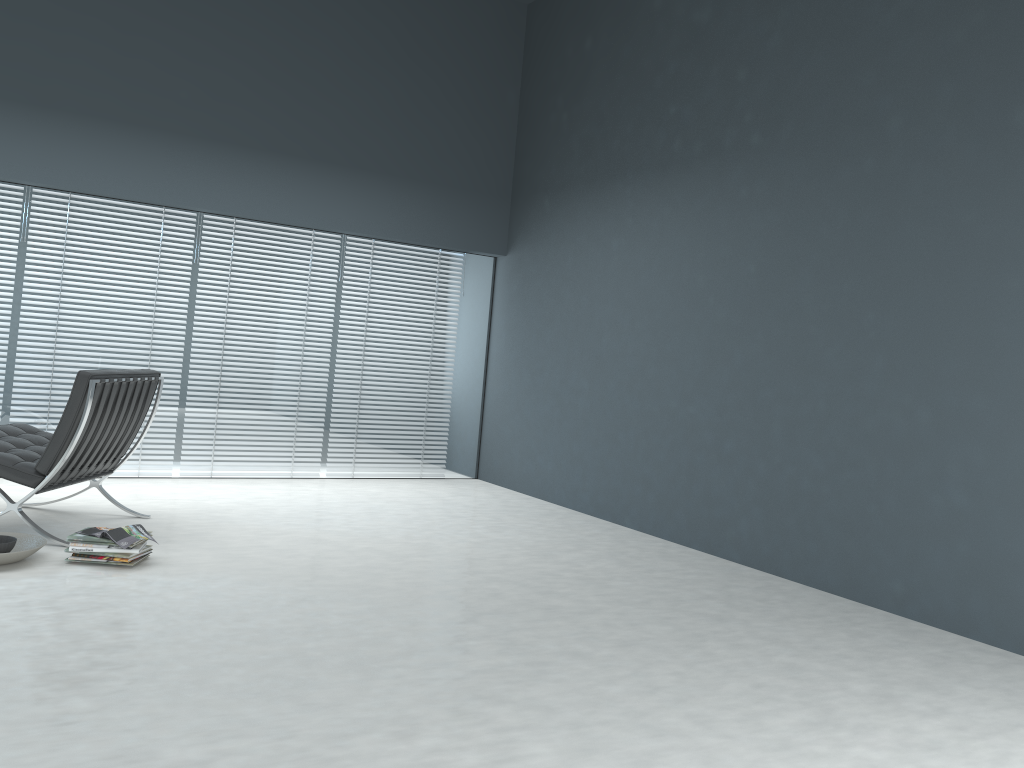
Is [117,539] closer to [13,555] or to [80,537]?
[80,537]

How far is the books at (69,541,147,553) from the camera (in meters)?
3.51

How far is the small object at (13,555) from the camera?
3.3m

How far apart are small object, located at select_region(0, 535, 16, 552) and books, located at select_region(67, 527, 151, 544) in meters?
0.2 m

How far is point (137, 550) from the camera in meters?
3.5 m

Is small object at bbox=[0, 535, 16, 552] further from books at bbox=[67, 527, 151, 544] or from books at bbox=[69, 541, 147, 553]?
books at bbox=[69, 541, 147, 553]

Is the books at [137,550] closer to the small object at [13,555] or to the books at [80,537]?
the books at [80,537]

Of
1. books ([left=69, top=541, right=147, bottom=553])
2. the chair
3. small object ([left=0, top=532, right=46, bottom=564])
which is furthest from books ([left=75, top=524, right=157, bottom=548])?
the chair

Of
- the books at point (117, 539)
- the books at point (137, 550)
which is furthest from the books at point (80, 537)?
the books at point (137, 550)

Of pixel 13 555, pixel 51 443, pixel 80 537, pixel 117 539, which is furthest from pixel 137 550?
pixel 51 443
